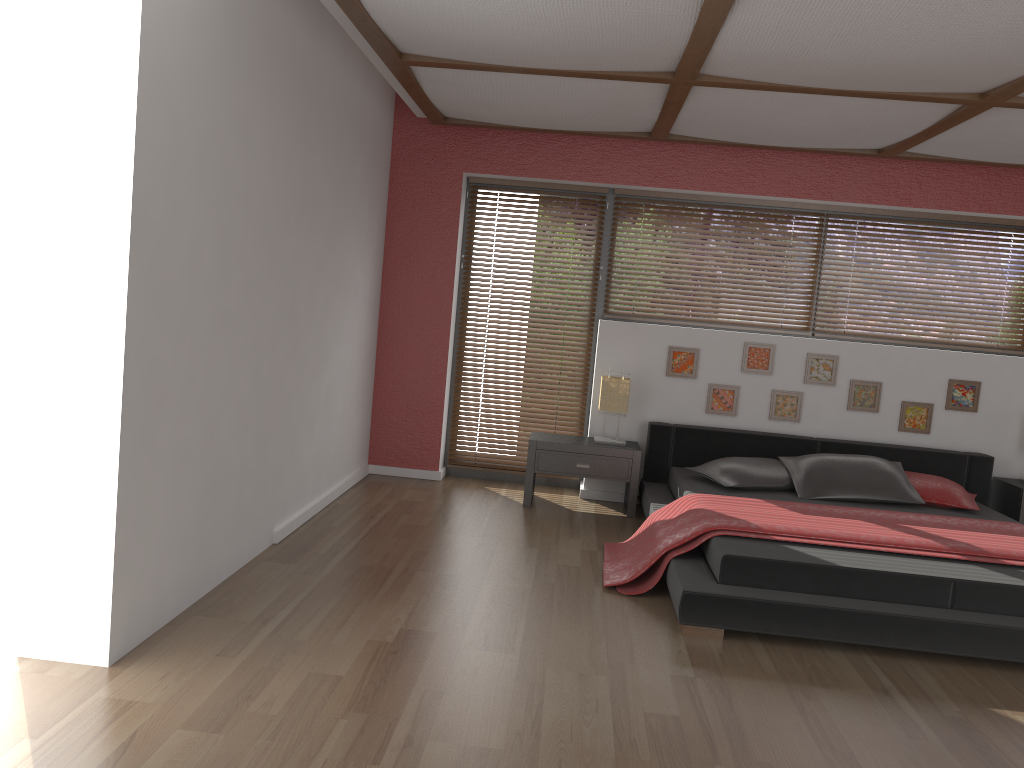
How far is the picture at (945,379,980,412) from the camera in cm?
570

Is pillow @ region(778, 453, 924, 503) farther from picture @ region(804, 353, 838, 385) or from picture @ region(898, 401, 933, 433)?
picture @ region(804, 353, 838, 385)

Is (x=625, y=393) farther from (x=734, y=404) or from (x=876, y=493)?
(x=876, y=493)

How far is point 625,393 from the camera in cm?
558

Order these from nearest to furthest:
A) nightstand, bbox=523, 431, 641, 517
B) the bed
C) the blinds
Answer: the bed < nightstand, bbox=523, 431, 641, 517 < the blinds

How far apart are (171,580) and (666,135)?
3.8 meters

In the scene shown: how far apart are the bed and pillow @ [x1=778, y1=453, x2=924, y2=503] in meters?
0.0

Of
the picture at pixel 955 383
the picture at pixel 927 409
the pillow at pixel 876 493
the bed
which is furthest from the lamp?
the picture at pixel 955 383

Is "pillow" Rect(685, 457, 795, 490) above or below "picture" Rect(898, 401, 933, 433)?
below

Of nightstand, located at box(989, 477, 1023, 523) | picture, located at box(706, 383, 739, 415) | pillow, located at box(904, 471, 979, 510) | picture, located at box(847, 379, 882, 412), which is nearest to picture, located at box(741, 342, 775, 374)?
picture, located at box(706, 383, 739, 415)
